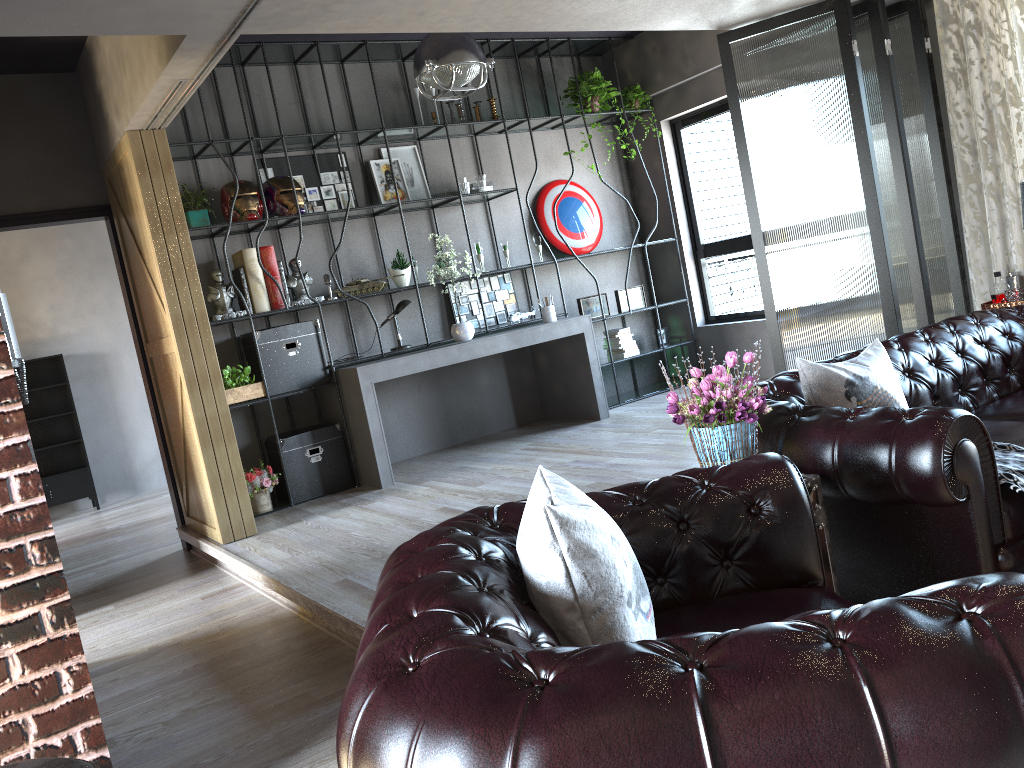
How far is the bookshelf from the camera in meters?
6.3 m

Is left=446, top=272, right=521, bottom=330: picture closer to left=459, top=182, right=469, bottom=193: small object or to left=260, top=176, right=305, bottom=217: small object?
left=459, top=182, right=469, bottom=193: small object

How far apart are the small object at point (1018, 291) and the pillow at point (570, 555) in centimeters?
440cm

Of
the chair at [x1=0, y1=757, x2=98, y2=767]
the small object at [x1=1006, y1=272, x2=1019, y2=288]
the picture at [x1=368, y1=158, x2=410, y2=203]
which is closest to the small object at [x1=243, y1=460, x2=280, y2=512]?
the picture at [x1=368, y1=158, x2=410, y2=203]

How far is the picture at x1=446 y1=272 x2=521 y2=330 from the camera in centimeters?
762cm

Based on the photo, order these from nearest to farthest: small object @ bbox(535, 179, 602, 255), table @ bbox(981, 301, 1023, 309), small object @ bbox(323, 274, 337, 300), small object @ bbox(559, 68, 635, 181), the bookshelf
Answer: table @ bbox(981, 301, 1023, 309)
the bookshelf
small object @ bbox(323, 274, 337, 300)
small object @ bbox(559, 68, 635, 181)
small object @ bbox(535, 179, 602, 255)

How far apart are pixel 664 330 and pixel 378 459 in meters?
3.5

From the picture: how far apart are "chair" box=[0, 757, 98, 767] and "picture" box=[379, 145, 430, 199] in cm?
622

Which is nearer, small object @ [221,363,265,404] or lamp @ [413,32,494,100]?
lamp @ [413,32,494,100]

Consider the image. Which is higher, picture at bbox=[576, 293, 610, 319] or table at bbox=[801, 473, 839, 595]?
picture at bbox=[576, 293, 610, 319]
